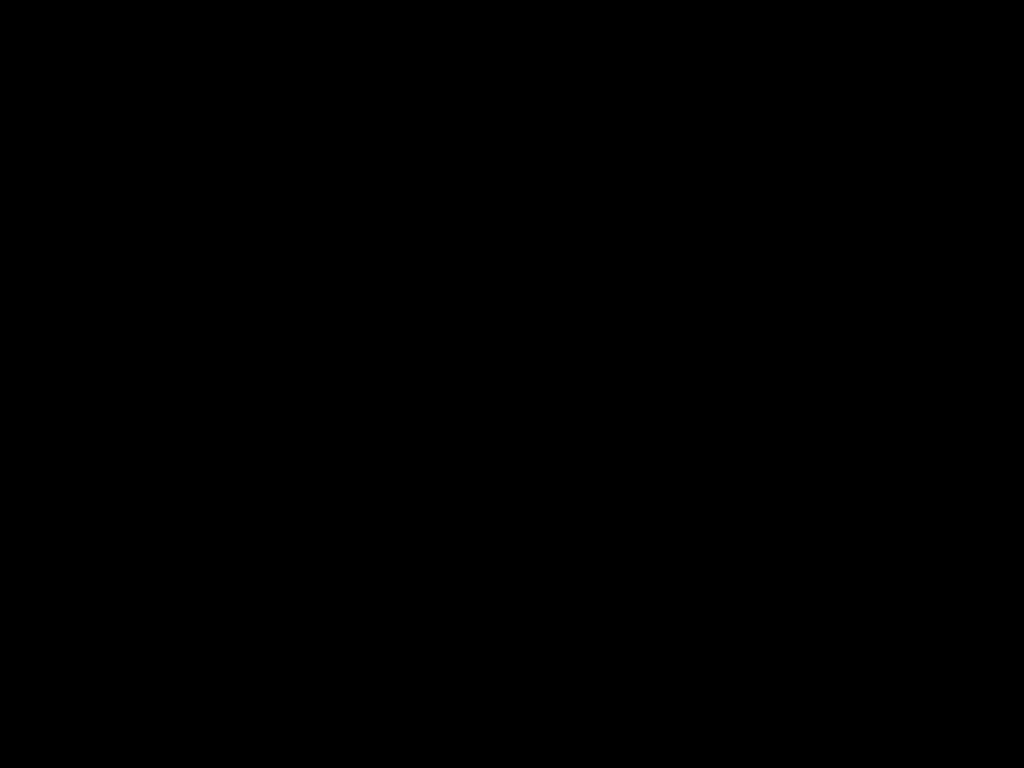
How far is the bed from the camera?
0.4 meters

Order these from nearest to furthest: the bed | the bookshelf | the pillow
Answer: the bed < the bookshelf < the pillow

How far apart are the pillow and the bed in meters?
0.0 m

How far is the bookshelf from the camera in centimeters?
226cm

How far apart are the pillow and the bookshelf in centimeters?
4cm

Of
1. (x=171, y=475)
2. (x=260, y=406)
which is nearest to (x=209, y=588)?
(x=171, y=475)

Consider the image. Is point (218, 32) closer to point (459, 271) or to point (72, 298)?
point (459, 271)

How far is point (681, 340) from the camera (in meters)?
1.90

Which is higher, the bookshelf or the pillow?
the pillow

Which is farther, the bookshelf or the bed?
the bookshelf
